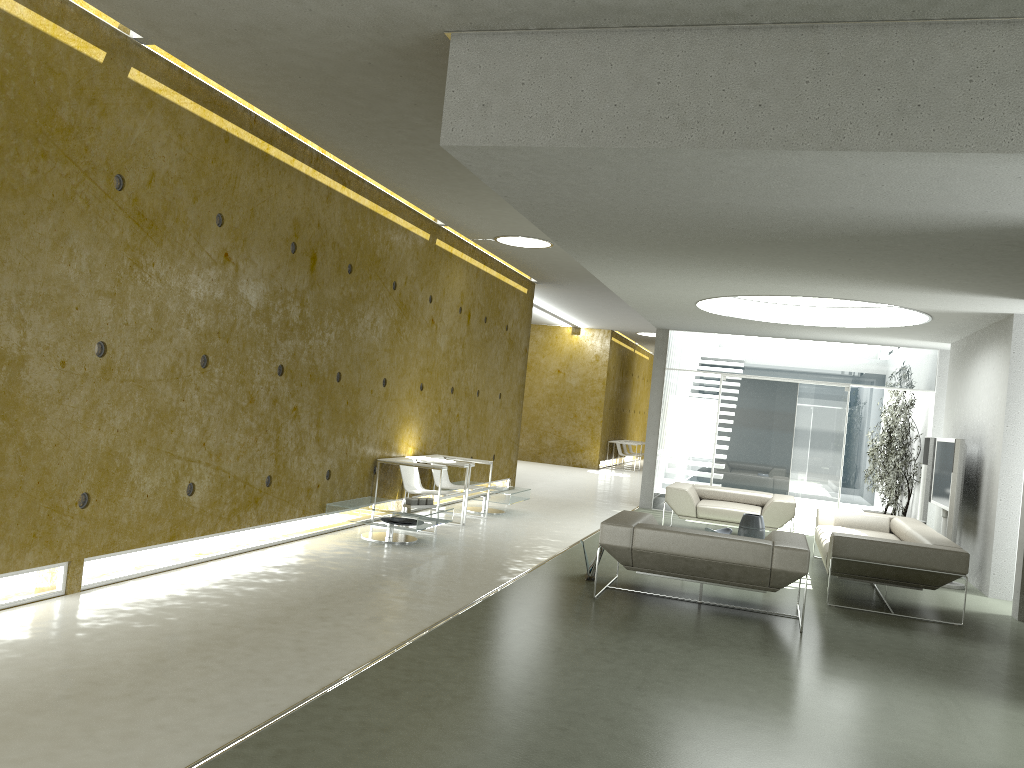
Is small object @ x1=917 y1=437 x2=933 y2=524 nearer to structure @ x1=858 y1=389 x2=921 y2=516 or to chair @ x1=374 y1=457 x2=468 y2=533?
structure @ x1=858 y1=389 x2=921 y2=516

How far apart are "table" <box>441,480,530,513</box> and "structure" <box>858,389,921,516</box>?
5.29m

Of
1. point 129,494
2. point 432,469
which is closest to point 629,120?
point 129,494

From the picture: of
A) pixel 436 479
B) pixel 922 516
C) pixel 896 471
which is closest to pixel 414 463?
pixel 436 479

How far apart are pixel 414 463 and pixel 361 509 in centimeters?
114cm

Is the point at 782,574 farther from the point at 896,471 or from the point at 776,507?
the point at 896,471

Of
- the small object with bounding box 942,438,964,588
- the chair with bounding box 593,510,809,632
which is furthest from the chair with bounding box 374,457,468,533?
the small object with bounding box 942,438,964,588

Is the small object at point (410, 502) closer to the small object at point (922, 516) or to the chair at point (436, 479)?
the chair at point (436, 479)

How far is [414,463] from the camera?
8.9m

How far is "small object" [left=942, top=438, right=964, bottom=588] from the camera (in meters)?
8.77
